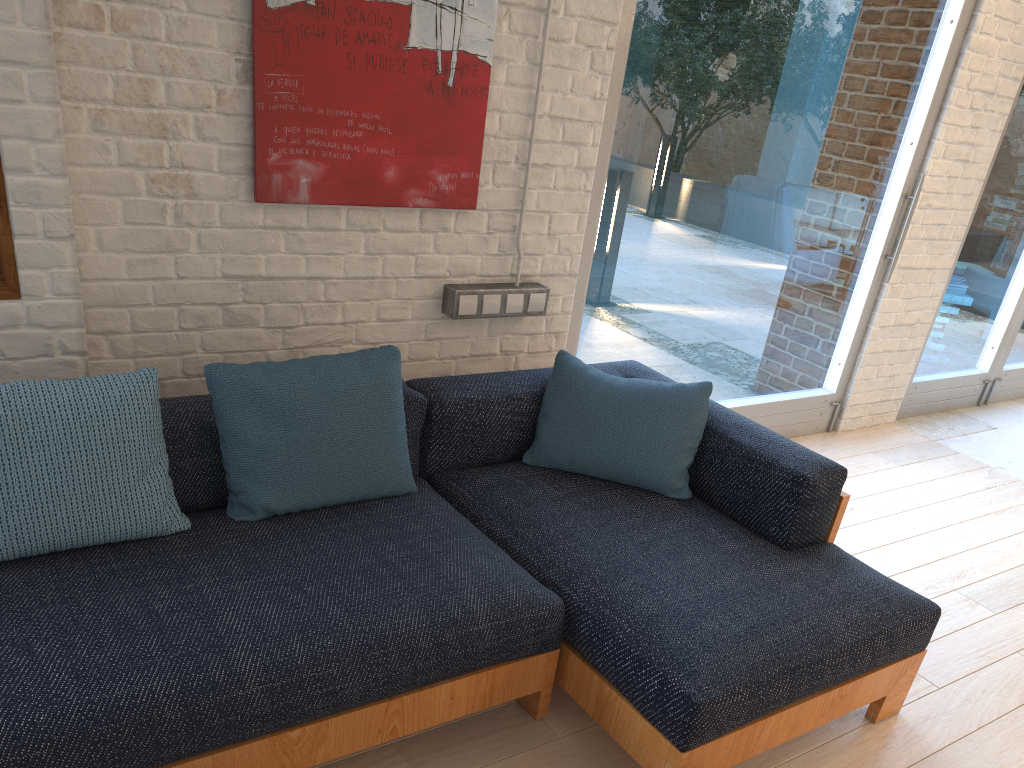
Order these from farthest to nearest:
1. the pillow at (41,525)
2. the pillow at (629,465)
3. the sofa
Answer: the pillow at (629,465) → the pillow at (41,525) → the sofa

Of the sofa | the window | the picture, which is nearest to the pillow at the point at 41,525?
the sofa

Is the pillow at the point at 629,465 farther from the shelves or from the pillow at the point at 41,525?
the shelves

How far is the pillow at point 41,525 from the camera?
2.0m

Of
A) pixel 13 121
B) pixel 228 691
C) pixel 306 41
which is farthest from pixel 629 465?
pixel 13 121

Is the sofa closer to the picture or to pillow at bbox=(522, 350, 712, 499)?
pillow at bbox=(522, 350, 712, 499)

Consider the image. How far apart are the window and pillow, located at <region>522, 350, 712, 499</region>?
0.6m

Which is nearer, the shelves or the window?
the shelves

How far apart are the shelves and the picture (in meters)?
0.65

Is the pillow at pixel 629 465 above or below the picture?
below
